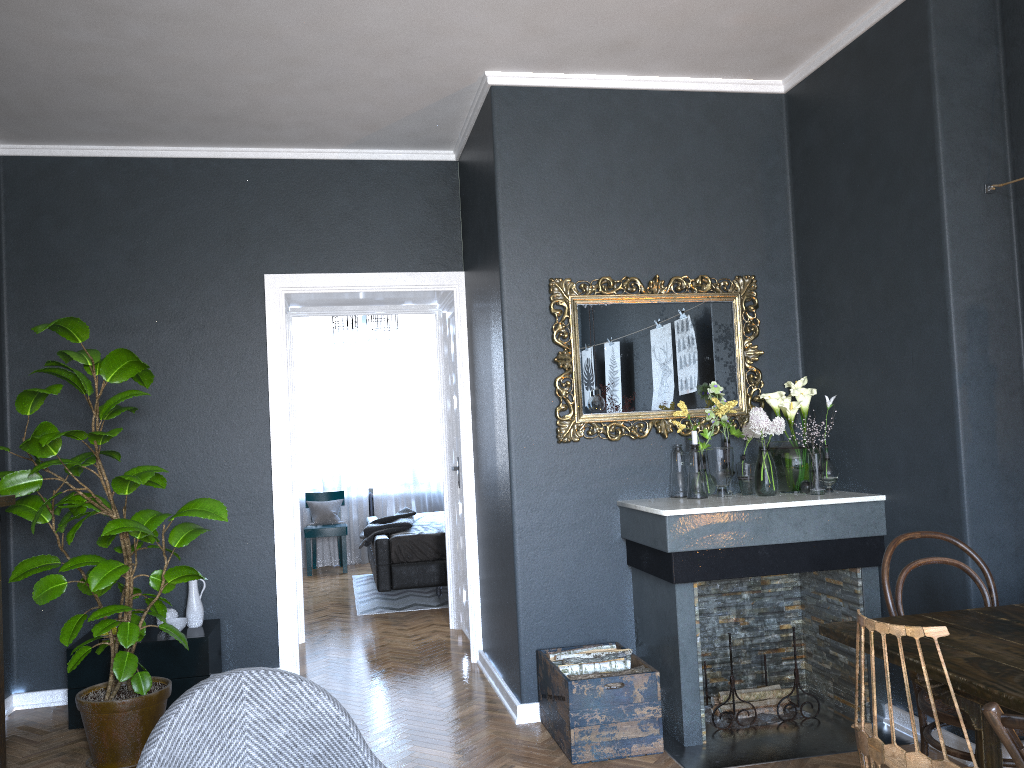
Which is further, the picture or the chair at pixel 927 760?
the picture

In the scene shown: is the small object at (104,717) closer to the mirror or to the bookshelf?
the bookshelf

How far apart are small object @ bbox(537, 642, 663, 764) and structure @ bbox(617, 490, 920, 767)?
0.04m

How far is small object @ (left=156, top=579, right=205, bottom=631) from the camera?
4.5 meters

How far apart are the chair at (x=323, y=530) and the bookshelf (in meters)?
5.41

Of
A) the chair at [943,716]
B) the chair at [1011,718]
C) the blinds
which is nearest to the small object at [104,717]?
the chair at [943,716]

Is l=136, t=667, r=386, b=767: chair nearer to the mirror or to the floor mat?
the mirror

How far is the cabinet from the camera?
4.2m

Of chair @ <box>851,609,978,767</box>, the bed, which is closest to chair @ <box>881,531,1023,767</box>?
chair @ <box>851,609,978,767</box>

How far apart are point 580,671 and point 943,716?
1.5 meters
